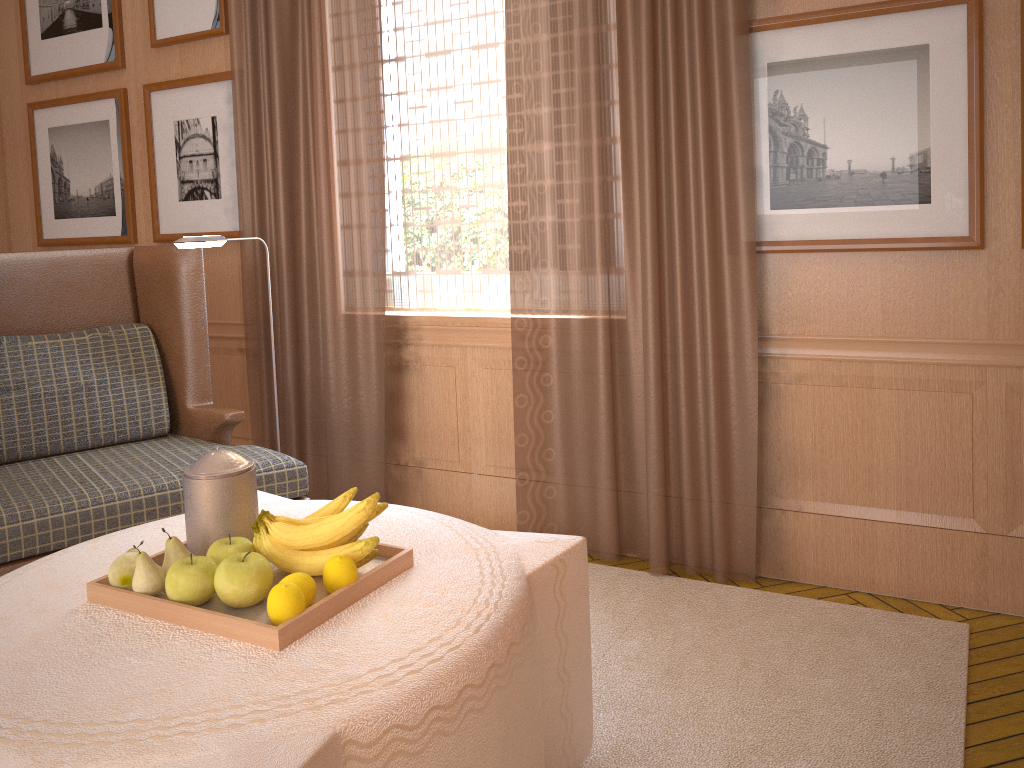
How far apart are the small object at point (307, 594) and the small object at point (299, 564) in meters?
0.1

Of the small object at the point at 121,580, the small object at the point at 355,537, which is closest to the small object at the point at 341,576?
the small object at the point at 355,537

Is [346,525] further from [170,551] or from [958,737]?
[958,737]

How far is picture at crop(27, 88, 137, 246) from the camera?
7.0m

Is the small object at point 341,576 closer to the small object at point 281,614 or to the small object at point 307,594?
the small object at point 307,594

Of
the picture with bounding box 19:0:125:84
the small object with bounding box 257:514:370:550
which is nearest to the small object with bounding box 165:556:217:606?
the small object with bounding box 257:514:370:550

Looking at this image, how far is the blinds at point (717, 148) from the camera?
4.7m

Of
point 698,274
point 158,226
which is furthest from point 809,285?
point 158,226

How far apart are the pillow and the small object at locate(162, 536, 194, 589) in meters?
2.6 m

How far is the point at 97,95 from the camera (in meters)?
7.02
